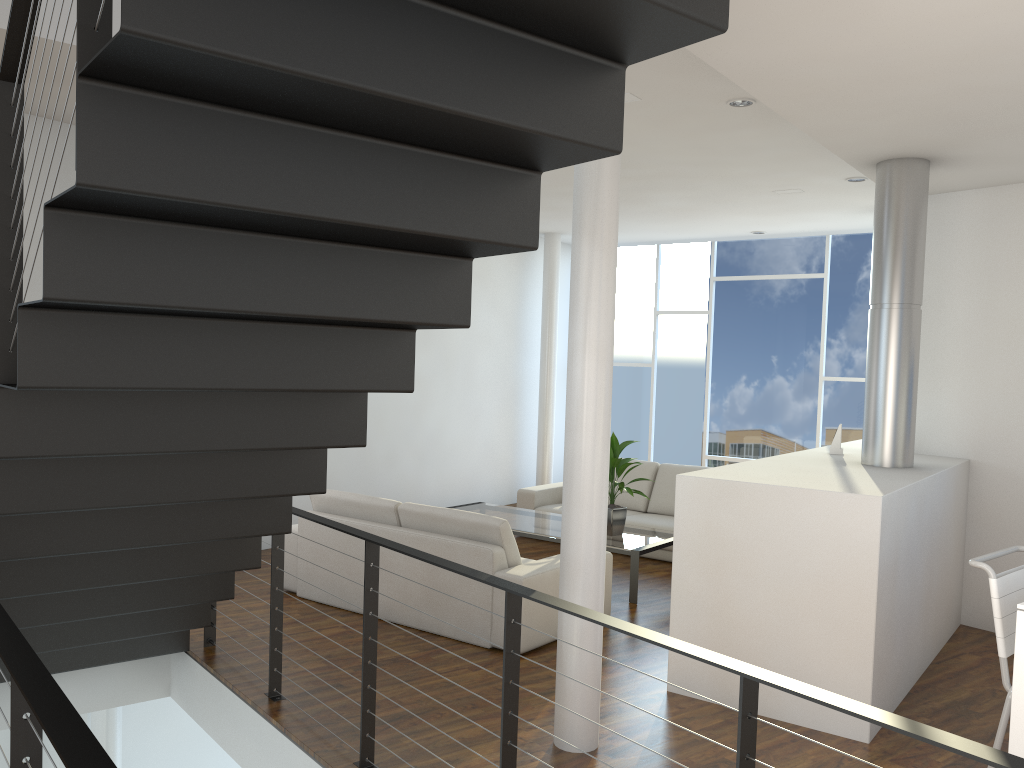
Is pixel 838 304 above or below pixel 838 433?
above

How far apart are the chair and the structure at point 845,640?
0.5m

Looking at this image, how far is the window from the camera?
7.4m

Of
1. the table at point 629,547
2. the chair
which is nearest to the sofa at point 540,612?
the table at point 629,547

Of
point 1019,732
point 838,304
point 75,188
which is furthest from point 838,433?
point 75,188

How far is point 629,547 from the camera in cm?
473

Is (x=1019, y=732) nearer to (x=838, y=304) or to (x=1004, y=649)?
(x=1004, y=649)

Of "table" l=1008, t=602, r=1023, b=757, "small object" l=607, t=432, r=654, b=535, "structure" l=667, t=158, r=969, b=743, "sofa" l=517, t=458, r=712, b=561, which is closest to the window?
"sofa" l=517, t=458, r=712, b=561

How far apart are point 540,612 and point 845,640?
1.3m

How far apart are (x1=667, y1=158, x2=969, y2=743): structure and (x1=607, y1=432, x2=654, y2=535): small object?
1.0 meters
